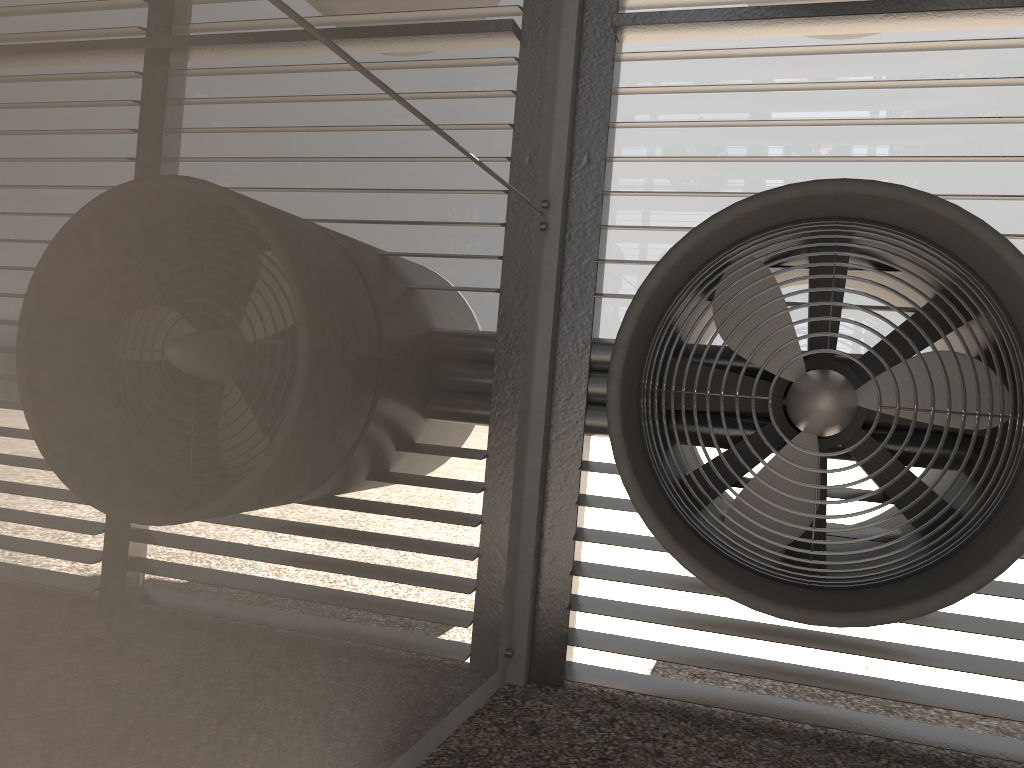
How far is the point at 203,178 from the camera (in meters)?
2.05
